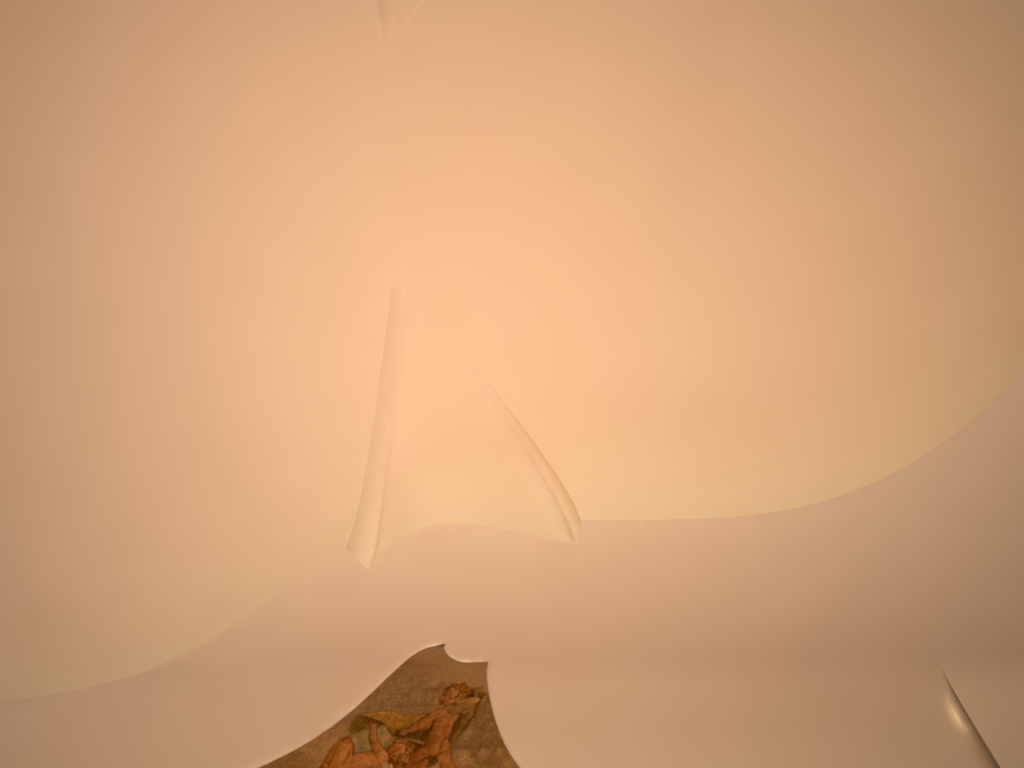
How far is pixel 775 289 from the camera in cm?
658

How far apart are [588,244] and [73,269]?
3.9 meters
